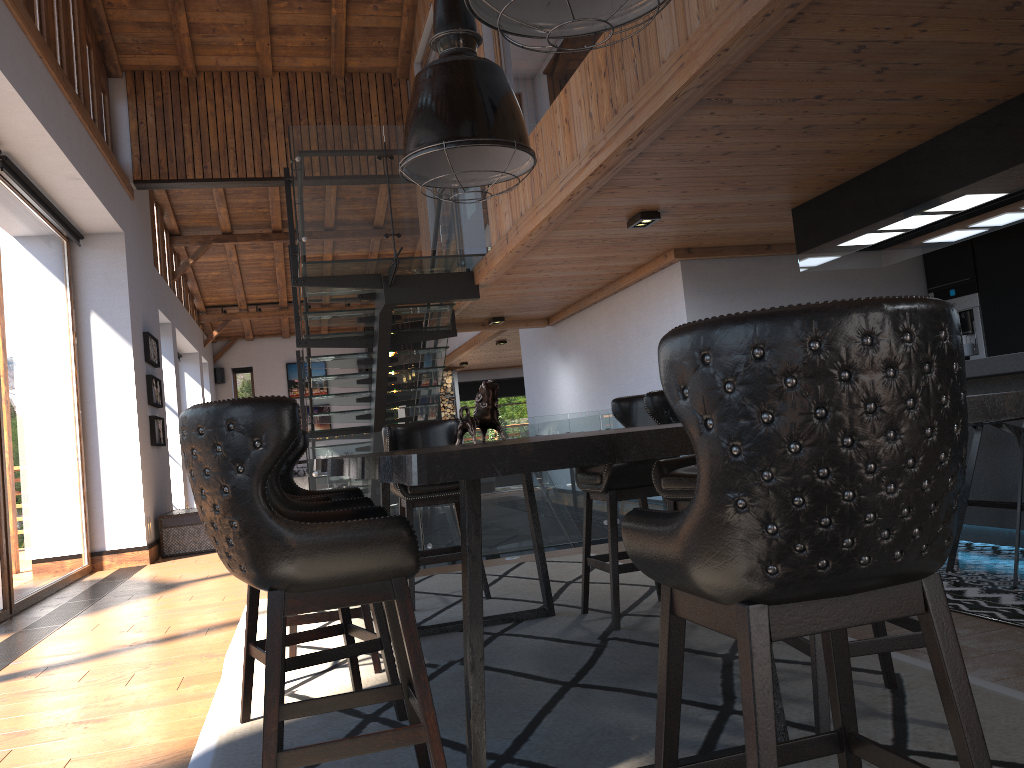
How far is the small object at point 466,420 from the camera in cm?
333

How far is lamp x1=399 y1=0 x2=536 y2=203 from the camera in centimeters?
373cm

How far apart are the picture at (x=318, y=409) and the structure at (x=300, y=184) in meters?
9.1 m

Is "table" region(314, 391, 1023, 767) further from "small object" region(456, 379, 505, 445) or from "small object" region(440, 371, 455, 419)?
"small object" region(440, 371, 455, 419)

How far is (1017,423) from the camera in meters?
4.3 m

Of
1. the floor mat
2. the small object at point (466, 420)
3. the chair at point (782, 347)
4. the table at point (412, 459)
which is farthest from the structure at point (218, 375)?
the chair at point (782, 347)

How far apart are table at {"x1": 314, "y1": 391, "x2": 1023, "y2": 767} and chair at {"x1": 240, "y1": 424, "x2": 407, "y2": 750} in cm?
19

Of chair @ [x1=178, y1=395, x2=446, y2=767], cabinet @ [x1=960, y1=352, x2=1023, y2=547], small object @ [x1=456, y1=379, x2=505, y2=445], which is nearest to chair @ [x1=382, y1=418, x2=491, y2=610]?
small object @ [x1=456, y1=379, x2=505, y2=445]

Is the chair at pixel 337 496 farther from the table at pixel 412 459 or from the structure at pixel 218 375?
the structure at pixel 218 375

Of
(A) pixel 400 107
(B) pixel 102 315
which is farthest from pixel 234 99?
(B) pixel 102 315
